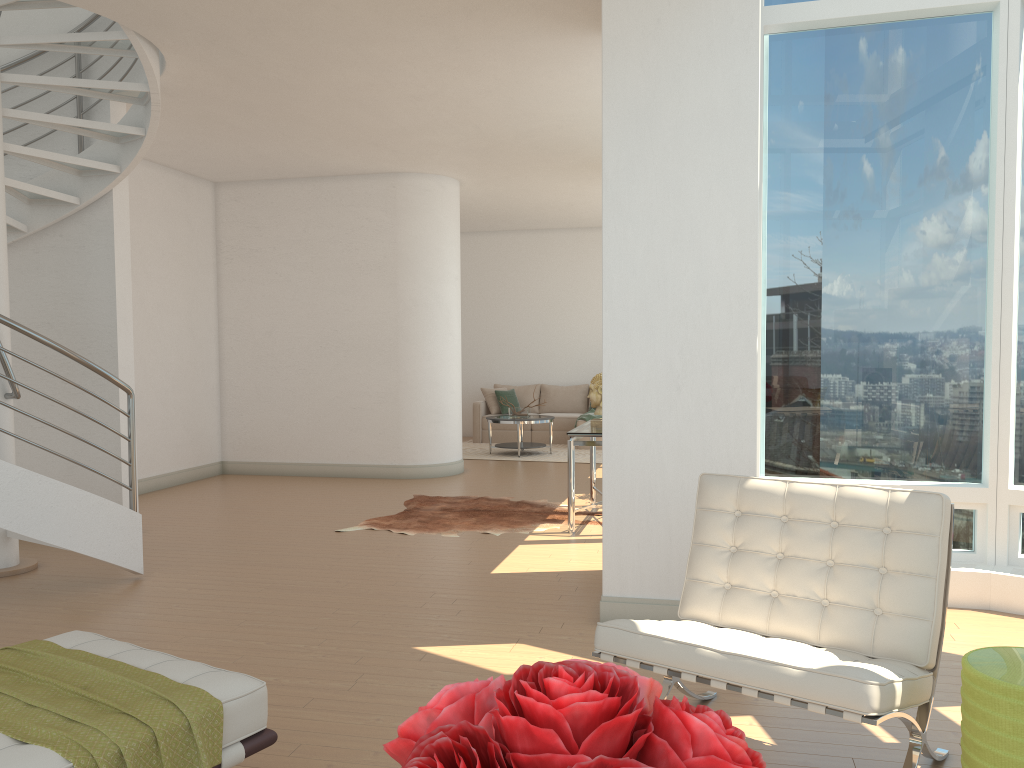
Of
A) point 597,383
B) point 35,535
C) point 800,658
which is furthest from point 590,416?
point 800,658

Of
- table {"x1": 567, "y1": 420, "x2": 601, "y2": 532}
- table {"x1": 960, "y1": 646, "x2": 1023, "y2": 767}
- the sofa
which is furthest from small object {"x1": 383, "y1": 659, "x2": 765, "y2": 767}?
the sofa

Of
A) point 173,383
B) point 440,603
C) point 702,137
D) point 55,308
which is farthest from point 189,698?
point 173,383

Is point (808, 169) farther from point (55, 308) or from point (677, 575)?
point (55, 308)

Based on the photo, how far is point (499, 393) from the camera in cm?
1378

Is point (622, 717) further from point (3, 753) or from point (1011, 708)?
point (1011, 708)

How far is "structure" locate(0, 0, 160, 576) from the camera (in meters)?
4.99

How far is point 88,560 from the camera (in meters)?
6.07

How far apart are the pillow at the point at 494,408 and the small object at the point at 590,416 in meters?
1.6 m

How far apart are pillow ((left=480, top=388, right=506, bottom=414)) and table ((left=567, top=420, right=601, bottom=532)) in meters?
5.9 m
